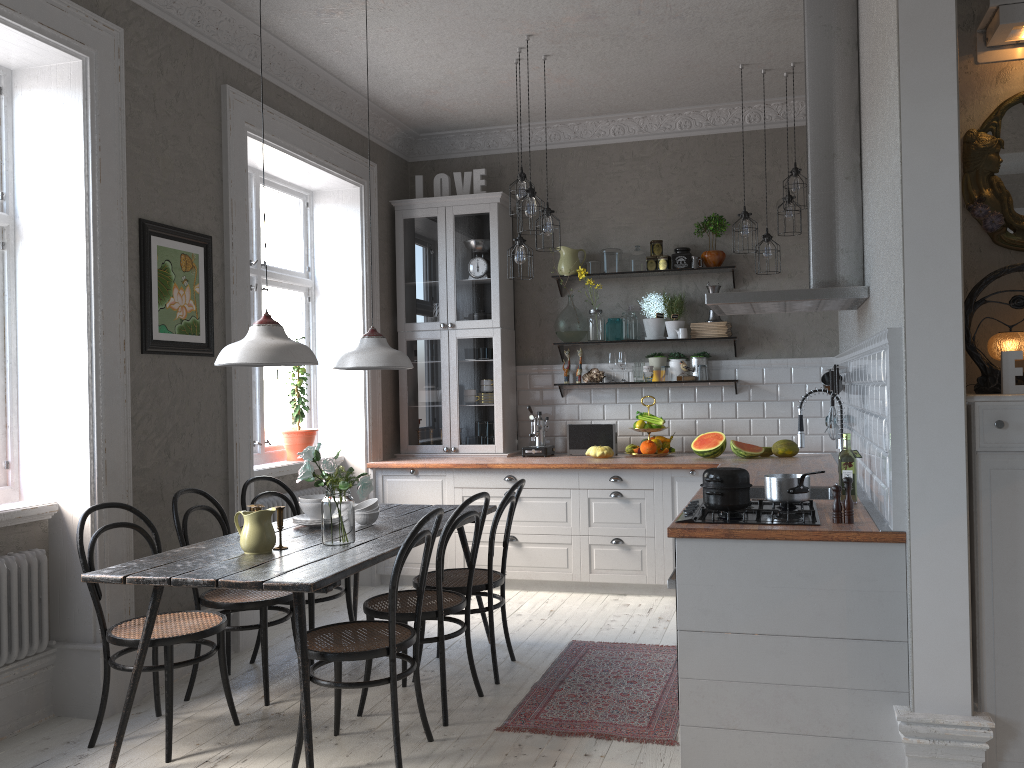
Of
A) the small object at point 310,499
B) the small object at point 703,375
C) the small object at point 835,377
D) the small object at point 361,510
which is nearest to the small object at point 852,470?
the small object at point 835,377

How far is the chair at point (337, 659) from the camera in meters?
3.1 m

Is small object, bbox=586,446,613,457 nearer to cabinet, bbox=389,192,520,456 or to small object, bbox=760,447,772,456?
cabinet, bbox=389,192,520,456

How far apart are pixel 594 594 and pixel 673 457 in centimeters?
106cm

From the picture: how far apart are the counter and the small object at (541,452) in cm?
5

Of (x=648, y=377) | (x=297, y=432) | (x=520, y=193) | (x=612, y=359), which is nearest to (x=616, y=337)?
(x=612, y=359)

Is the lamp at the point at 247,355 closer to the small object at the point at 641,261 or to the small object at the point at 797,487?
the small object at the point at 797,487

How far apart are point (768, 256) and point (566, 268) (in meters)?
1.53

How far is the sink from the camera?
4.07m

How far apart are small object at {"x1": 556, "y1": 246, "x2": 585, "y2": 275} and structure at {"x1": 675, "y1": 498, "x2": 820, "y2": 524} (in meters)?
3.14
